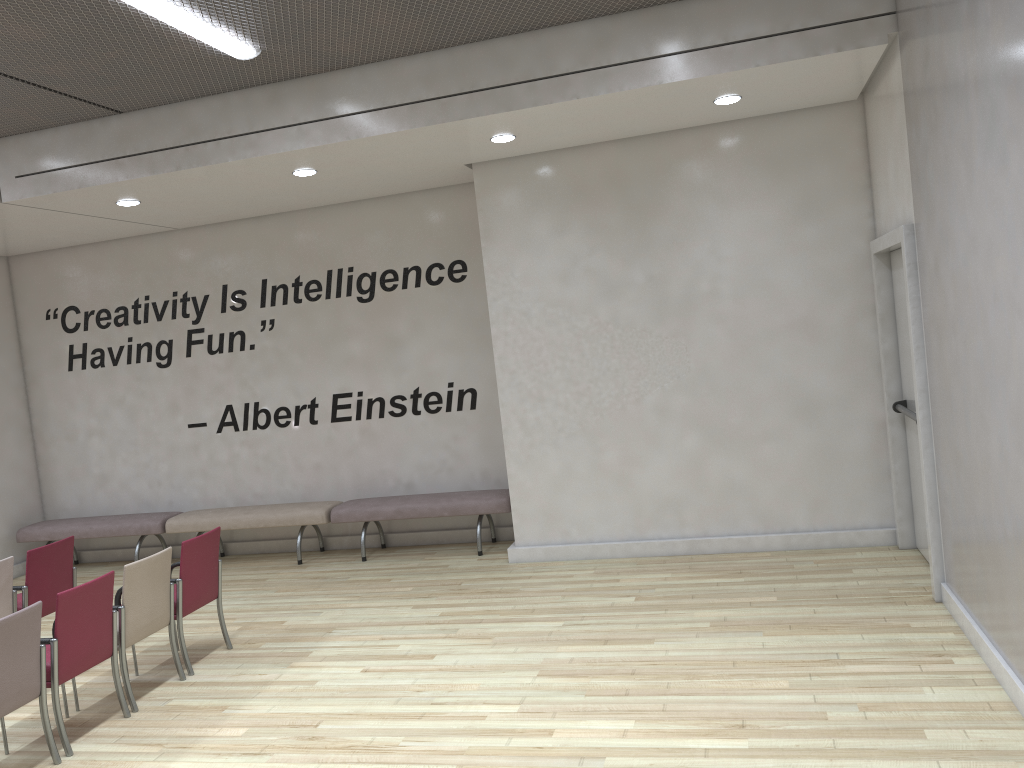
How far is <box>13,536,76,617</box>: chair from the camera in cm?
617

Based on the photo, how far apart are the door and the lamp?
4.2m

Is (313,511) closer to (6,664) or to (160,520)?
(160,520)

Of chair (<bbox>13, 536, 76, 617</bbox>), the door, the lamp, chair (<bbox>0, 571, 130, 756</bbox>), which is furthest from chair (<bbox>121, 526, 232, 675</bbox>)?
the door

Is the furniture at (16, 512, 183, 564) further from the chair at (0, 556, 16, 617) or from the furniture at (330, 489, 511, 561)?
the chair at (0, 556, 16, 617)

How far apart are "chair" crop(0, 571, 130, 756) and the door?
5.0 meters

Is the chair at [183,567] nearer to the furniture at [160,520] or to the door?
the furniture at [160,520]

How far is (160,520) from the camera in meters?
9.1 m

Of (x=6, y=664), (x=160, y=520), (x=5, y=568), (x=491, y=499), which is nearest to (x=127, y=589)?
(x=6, y=664)

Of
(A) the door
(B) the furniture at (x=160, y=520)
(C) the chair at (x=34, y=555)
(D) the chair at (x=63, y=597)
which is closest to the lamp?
(D) the chair at (x=63, y=597)
